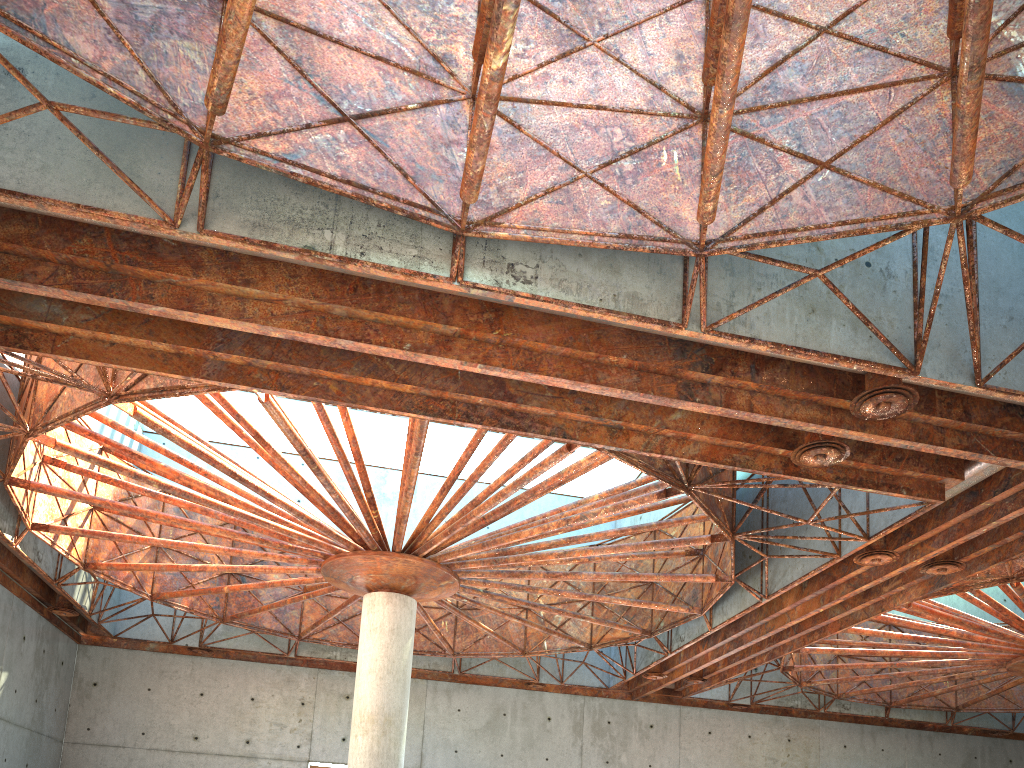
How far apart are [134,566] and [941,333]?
28.6m
